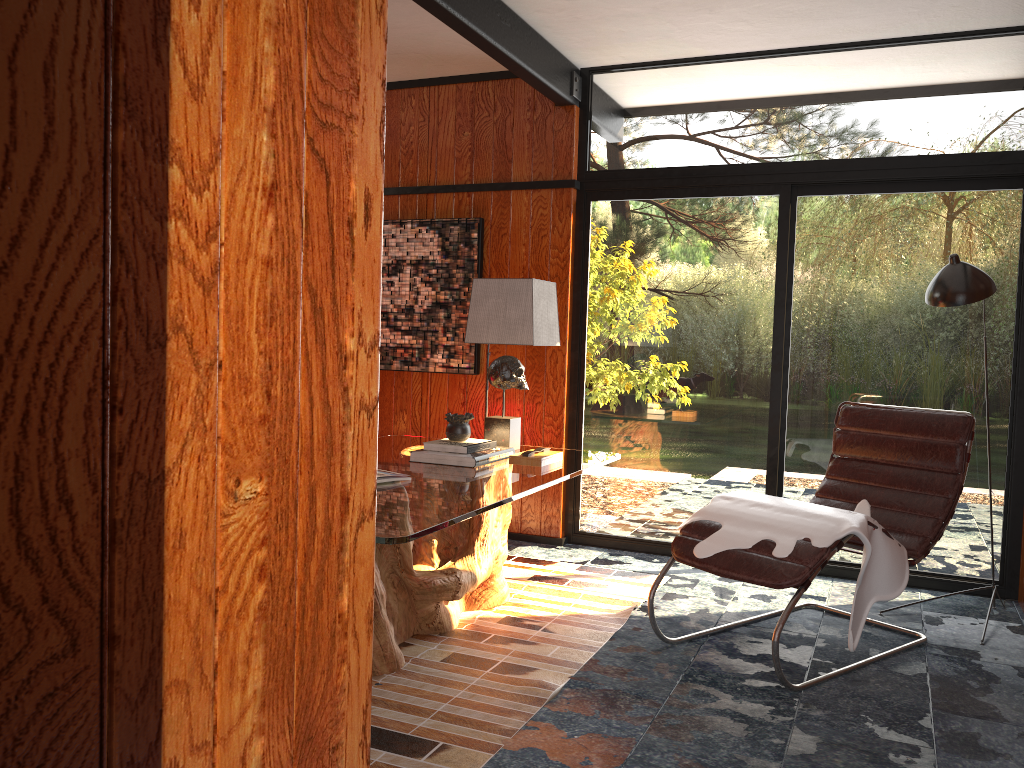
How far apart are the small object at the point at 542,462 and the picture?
1.4 meters

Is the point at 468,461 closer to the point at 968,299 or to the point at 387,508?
the point at 387,508

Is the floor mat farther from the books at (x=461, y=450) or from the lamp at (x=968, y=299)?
the lamp at (x=968, y=299)

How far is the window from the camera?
4.1m

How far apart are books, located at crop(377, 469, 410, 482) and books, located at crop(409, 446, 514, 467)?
0.4m

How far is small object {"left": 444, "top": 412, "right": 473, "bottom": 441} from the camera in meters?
3.5 m

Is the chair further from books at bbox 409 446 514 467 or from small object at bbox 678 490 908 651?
books at bbox 409 446 514 467

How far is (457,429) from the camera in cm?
348

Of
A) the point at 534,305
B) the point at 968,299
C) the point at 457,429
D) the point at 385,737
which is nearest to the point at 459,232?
the point at 534,305

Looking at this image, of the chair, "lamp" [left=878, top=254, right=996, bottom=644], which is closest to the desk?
the chair
